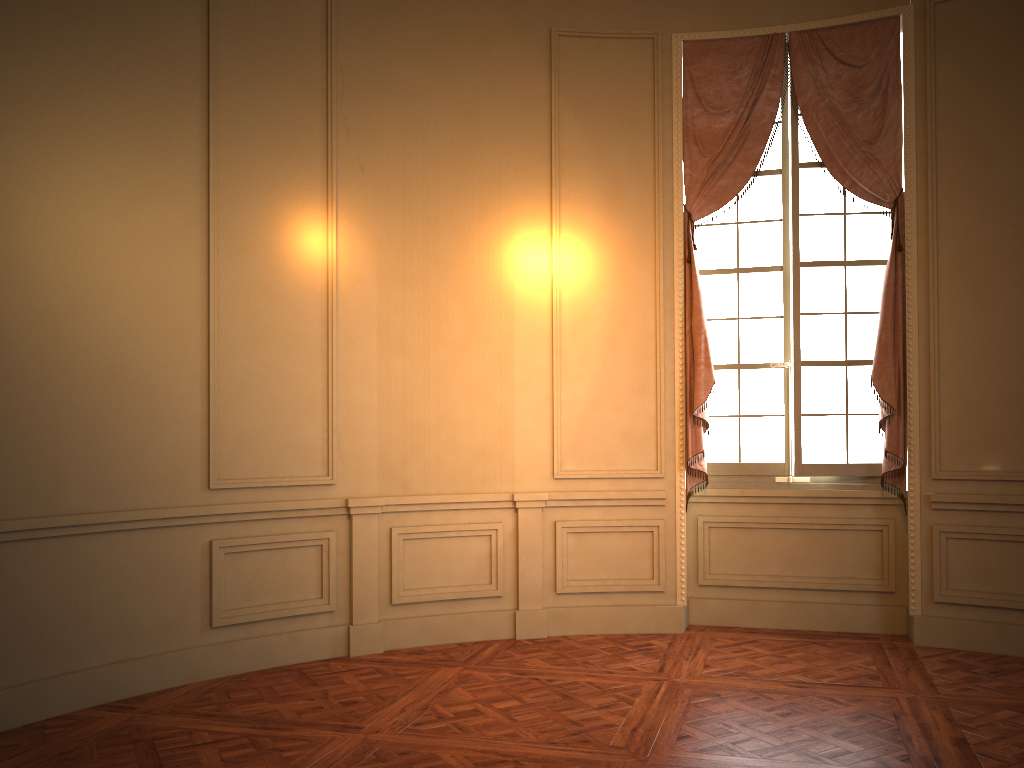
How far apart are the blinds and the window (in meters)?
0.08

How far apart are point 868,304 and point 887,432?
0.84m

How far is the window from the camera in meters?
5.5 m

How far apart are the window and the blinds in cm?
8

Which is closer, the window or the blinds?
the blinds

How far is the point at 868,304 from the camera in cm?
551

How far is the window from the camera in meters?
5.5

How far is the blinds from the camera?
5.2 meters

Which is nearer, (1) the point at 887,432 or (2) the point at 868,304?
(1) the point at 887,432
